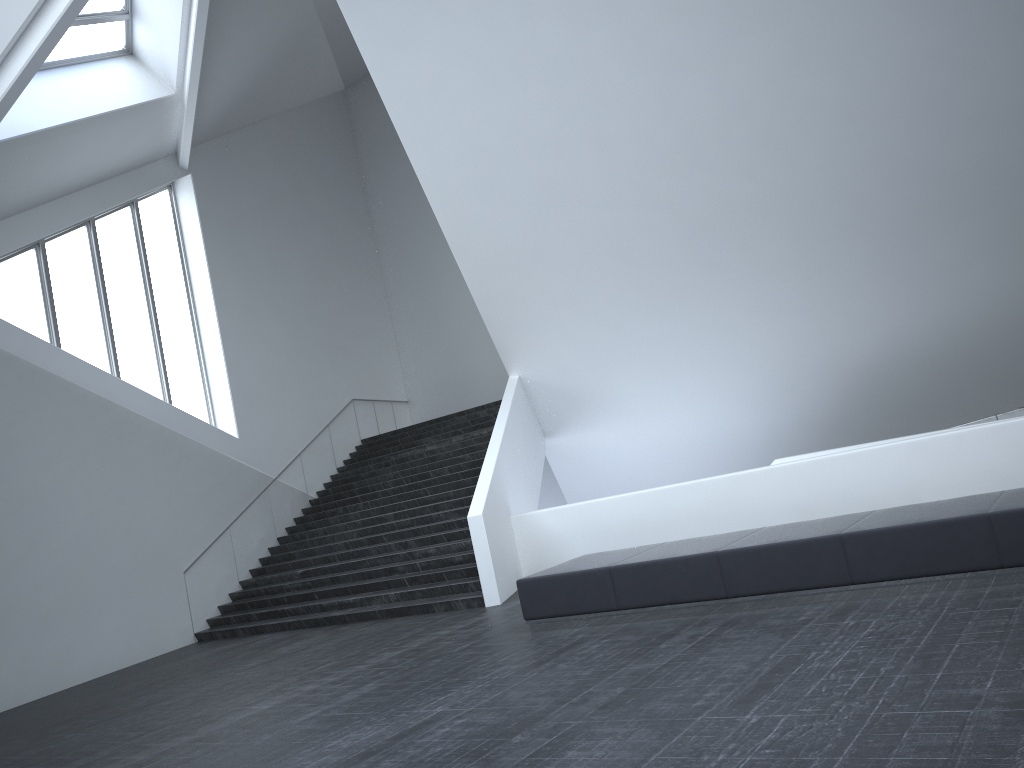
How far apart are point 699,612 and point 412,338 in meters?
19.2 m

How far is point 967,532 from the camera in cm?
700

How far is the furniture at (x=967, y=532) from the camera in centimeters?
700cm

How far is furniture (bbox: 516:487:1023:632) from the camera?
7.00m

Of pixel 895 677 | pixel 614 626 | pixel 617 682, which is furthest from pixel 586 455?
pixel 895 677

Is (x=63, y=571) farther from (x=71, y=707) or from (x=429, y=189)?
(x=429, y=189)
